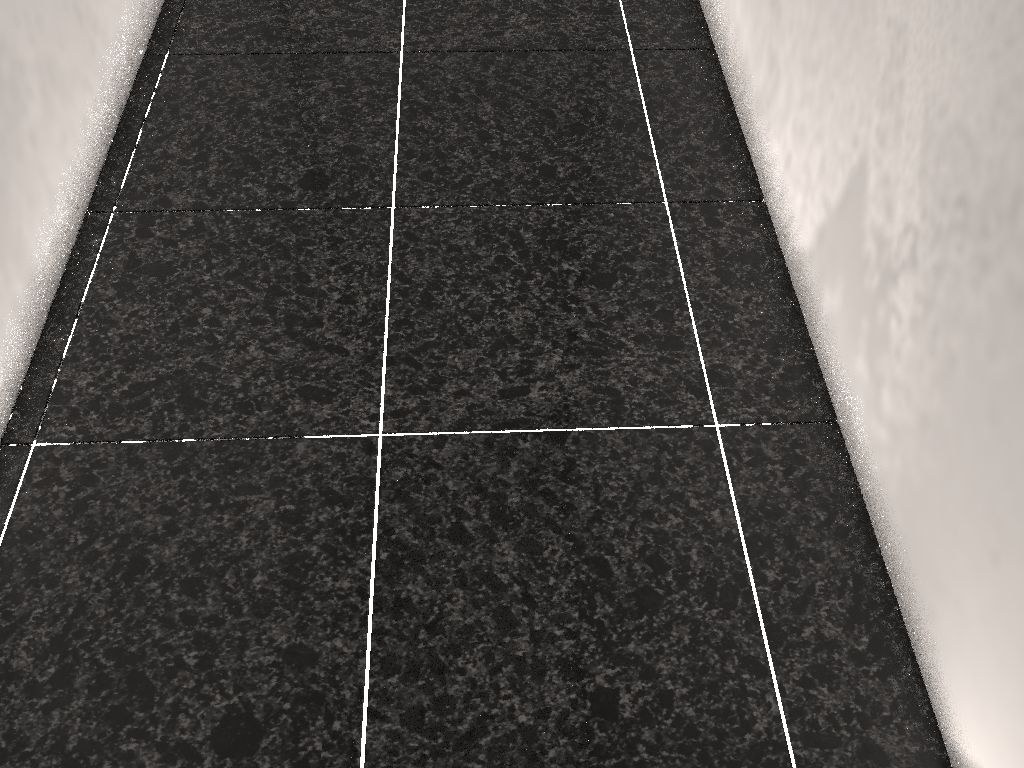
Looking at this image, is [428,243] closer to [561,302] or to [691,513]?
[561,302]

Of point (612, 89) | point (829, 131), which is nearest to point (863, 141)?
point (829, 131)
